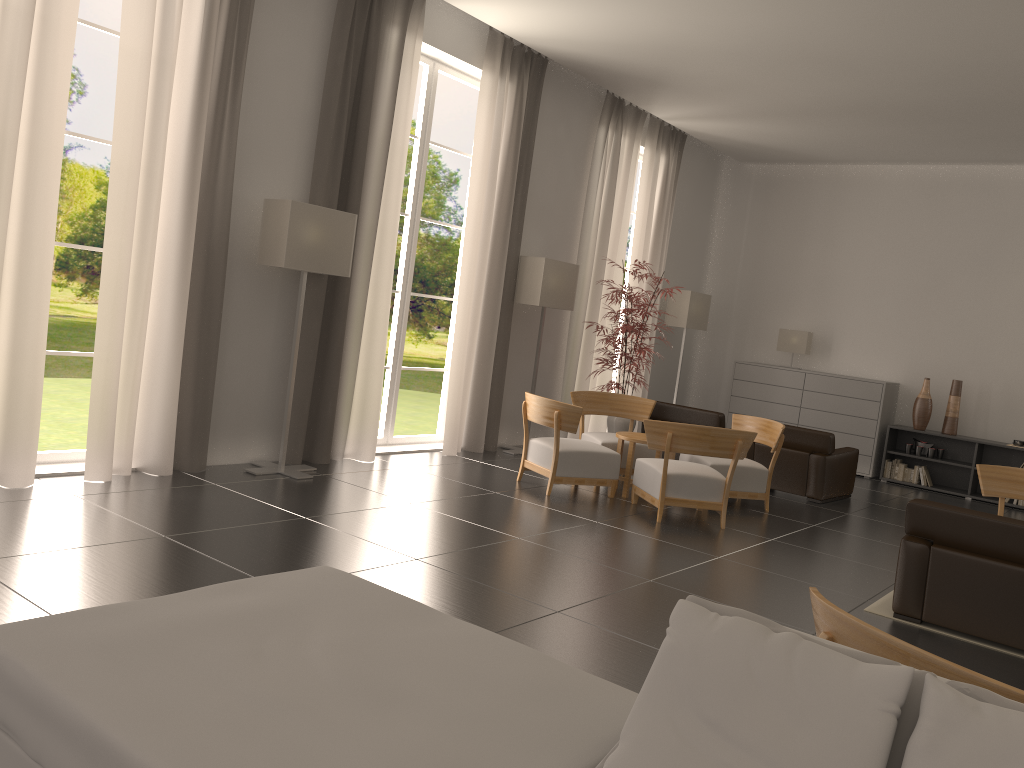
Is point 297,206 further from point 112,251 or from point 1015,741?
point 1015,741

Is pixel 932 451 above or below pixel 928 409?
below

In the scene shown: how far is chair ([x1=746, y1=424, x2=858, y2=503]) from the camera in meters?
13.4

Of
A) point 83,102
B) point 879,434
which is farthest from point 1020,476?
point 83,102

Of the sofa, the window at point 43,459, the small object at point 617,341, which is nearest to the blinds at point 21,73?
the window at point 43,459

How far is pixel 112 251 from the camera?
8.8 meters

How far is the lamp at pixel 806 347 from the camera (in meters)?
18.36

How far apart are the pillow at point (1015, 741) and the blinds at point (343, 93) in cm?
933

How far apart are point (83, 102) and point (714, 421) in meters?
35.7

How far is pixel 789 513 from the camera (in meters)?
12.32
